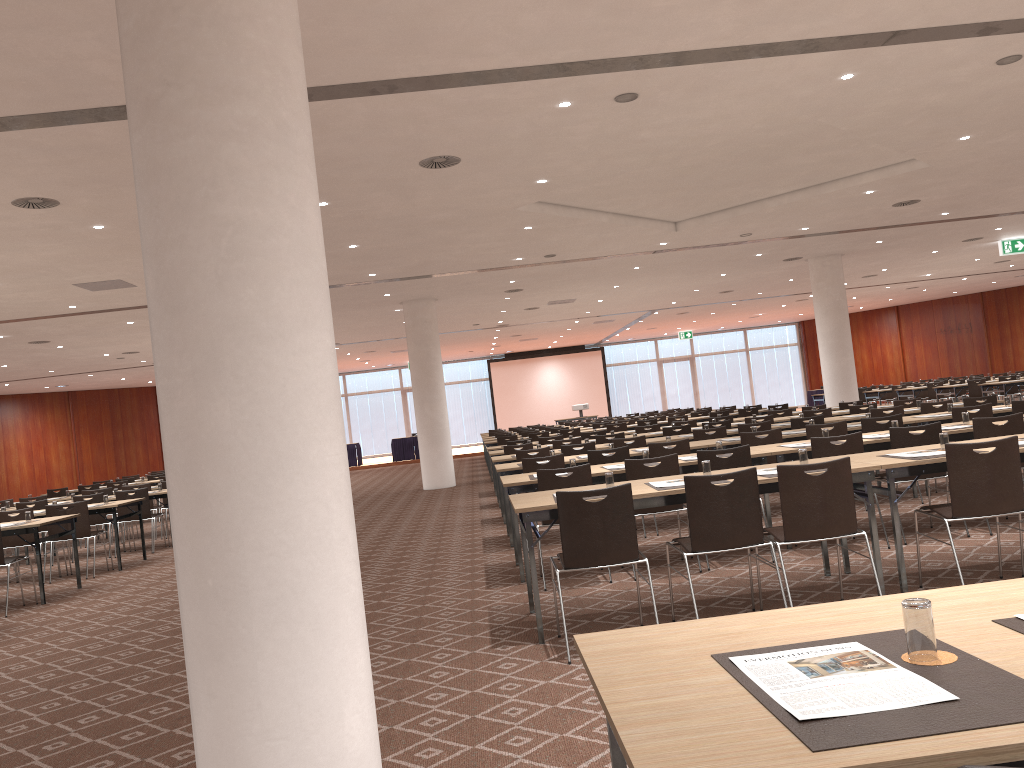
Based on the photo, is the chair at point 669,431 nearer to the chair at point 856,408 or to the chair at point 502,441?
the chair at point 856,408

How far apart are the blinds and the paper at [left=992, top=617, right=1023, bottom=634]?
37.1m

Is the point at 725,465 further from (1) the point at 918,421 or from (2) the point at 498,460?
(2) the point at 498,460

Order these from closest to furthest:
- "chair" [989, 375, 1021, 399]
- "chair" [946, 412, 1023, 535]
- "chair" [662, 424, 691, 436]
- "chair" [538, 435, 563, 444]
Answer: "chair" [946, 412, 1023, 535] < "chair" [662, 424, 691, 436] < "chair" [538, 435, 563, 444] < "chair" [989, 375, 1021, 399]

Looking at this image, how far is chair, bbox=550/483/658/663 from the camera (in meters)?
5.01

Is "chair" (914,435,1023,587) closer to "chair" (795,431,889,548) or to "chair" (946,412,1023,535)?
A: "chair" (795,431,889,548)

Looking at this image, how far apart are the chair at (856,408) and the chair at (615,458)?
5.71m

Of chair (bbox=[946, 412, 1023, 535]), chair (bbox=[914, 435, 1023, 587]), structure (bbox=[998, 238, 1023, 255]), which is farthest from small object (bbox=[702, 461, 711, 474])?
structure (bbox=[998, 238, 1023, 255])

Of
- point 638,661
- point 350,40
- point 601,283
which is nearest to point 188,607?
point 638,661

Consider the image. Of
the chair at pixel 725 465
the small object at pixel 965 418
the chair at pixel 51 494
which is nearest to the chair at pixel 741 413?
the small object at pixel 965 418
